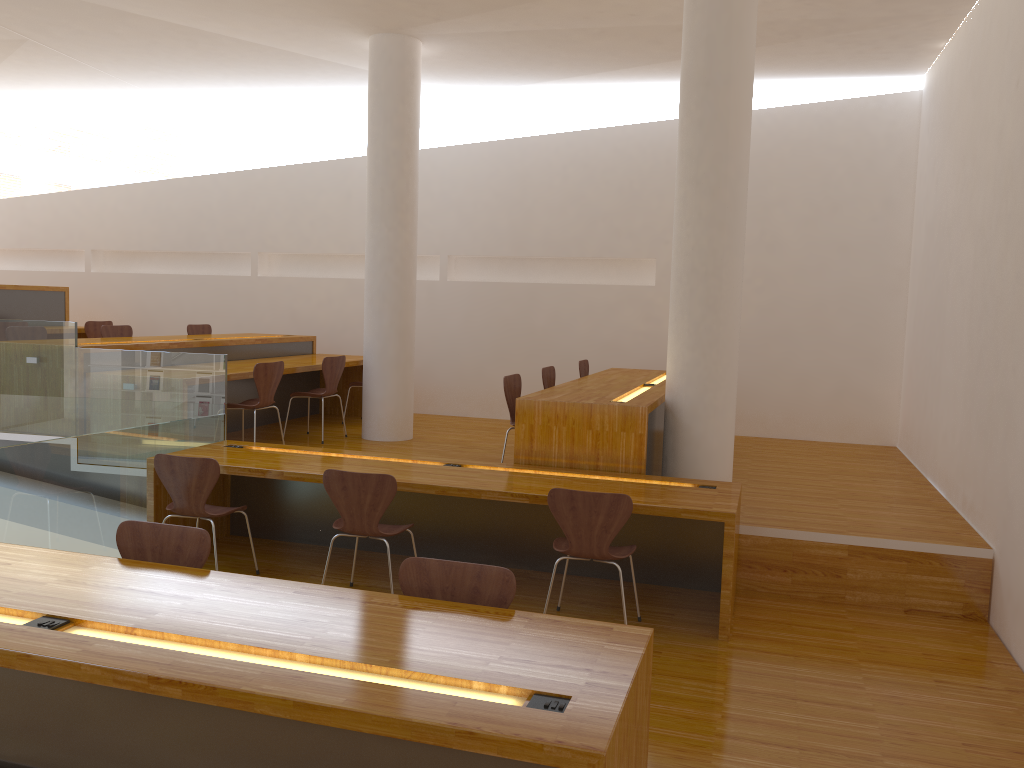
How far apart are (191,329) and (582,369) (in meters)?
3.92

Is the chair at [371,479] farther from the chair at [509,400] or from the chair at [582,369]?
the chair at [582,369]

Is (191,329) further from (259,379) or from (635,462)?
(635,462)

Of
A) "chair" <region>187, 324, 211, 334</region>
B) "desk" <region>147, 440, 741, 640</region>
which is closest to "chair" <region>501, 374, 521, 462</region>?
"desk" <region>147, 440, 741, 640</region>

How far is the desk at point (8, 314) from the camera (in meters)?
8.74

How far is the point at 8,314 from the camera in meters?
8.7 m

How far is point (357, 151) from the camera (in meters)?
9.35

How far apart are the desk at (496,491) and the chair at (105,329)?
2.9m

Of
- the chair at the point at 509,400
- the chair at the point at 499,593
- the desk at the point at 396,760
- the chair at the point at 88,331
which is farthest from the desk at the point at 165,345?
the chair at the point at 499,593

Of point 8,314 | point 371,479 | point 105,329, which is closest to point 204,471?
point 371,479
